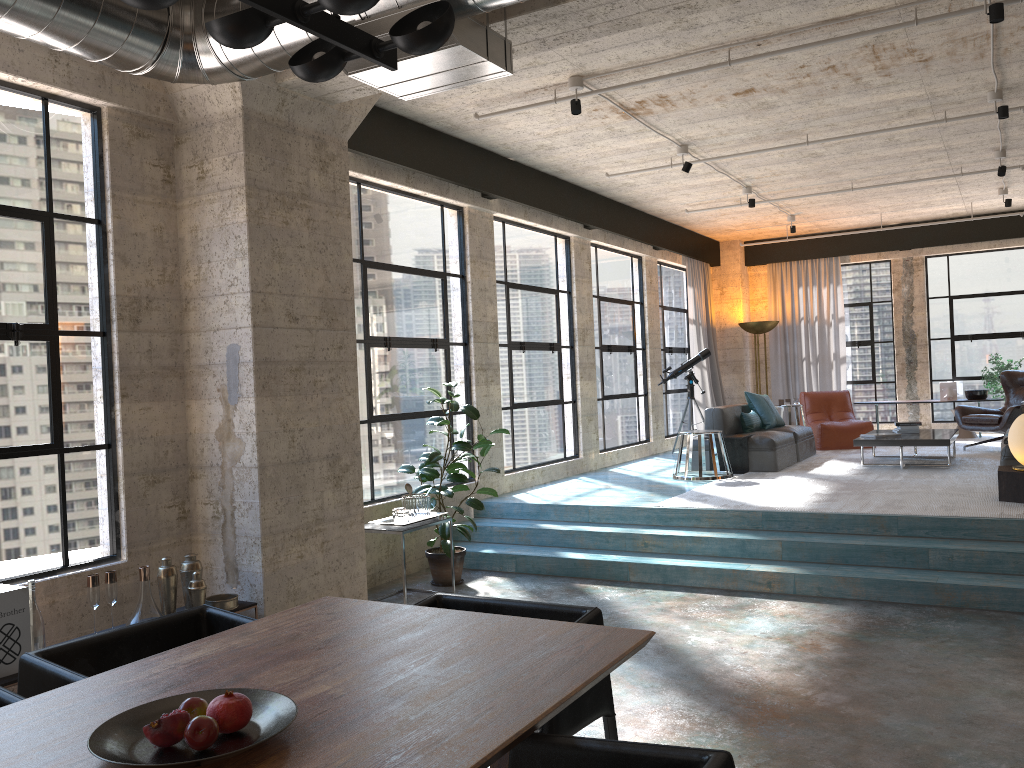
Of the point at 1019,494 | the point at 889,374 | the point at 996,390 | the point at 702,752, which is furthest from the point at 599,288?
the point at 702,752

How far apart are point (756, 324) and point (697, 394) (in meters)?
1.41

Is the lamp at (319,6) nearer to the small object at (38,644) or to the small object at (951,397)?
the small object at (38,644)

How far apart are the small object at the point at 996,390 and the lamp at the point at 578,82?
8.8m

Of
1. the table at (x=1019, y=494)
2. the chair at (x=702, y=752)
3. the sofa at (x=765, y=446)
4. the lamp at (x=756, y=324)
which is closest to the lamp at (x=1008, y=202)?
the lamp at (x=756, y=324)

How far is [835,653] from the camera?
4.73m

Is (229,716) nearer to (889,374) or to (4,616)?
(4,616)

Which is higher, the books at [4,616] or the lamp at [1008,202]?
the lamp at [1008,202]

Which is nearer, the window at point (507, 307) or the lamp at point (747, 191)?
the window at point (507, 307)

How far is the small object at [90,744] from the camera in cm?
186
